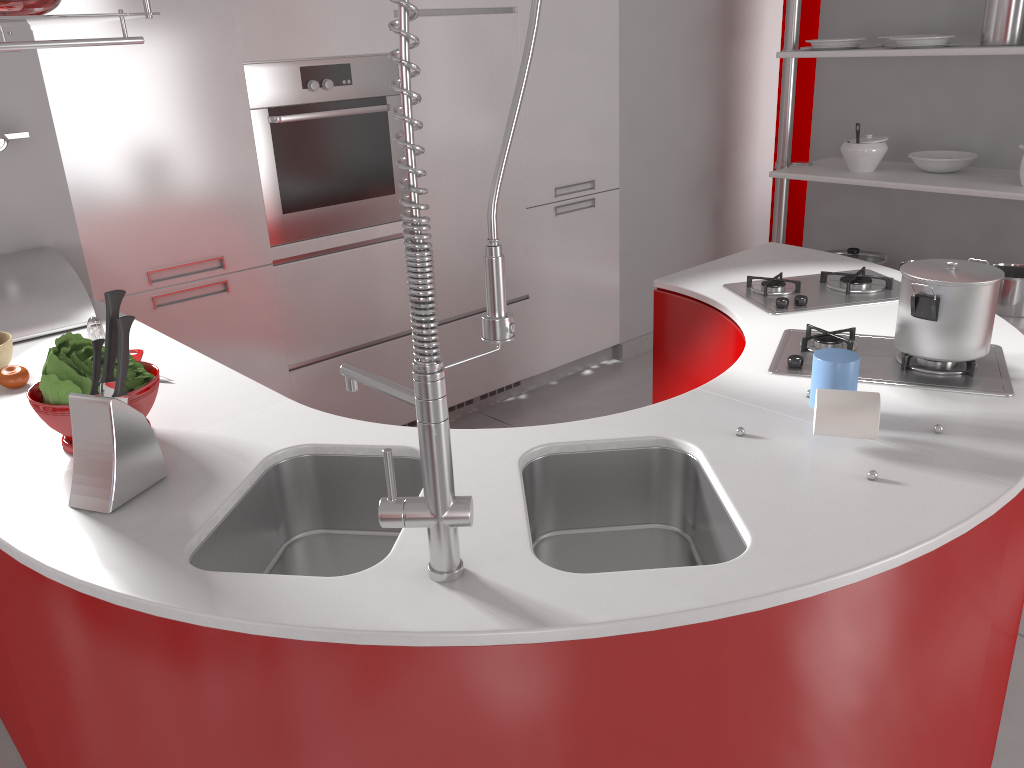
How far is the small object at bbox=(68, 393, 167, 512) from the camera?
1.41m

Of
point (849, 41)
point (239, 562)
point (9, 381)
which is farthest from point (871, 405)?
point (849, 41)

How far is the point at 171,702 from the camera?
1.25m

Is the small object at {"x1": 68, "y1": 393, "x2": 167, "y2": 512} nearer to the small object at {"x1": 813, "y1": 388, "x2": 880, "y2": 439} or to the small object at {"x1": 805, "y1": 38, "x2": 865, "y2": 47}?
the small object at {"x1": 813, "y1": 388, "x2": 880, "y2": 439}

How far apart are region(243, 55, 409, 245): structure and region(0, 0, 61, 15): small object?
1.30m

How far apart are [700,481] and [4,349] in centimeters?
158cm

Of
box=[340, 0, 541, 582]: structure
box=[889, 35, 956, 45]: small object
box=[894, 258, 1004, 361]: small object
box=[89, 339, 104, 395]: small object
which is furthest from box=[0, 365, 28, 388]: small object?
box=[889, 35, 956, 45]: small object

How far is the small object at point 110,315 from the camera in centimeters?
143cm

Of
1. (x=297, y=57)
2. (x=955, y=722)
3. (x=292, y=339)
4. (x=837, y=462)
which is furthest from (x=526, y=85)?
(x=955, y=722)

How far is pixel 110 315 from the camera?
1.43m
